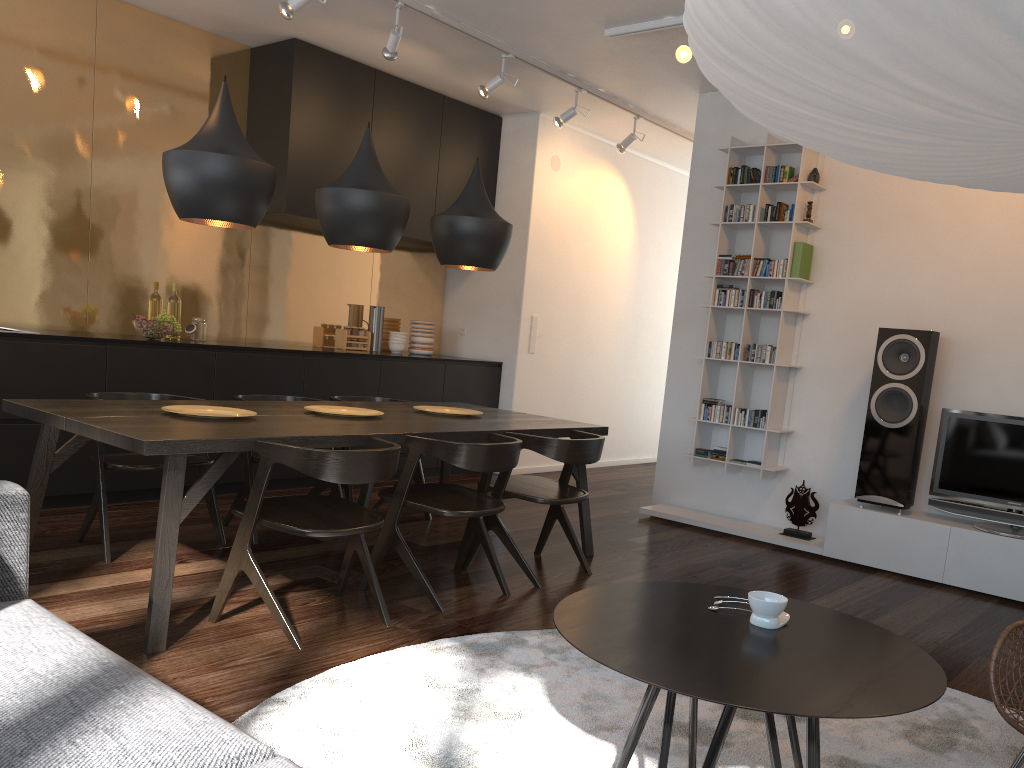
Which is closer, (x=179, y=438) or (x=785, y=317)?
(x=179, y=438)

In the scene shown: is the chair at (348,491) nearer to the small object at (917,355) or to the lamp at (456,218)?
the lamp at (456,218)

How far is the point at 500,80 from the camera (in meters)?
5.45

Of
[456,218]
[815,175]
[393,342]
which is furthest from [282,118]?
[815,175]

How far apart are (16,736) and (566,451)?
2.8 meters

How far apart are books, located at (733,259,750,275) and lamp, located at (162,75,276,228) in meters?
3.2

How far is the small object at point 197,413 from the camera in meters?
3.5 m

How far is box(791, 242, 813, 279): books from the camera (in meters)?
5.31

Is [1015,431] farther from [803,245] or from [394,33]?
[394,33]

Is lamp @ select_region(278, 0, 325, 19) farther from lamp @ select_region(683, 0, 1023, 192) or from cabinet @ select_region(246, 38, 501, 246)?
lamp @ select_region(683, 0, 1023, 192)
